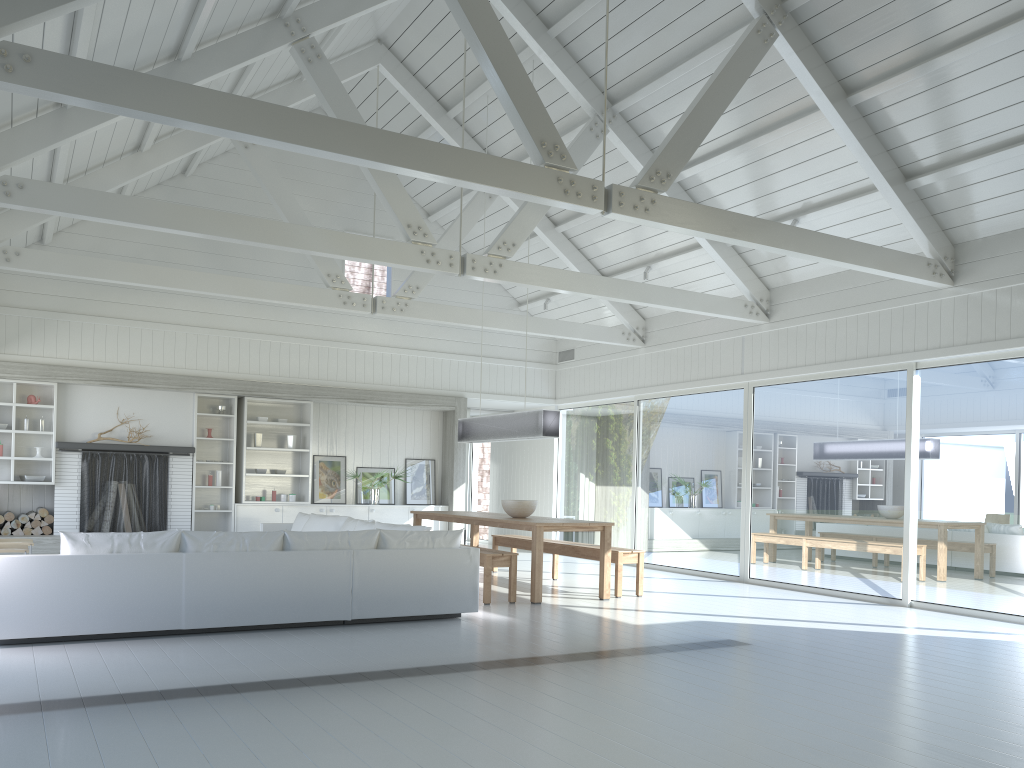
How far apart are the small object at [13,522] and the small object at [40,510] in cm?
26

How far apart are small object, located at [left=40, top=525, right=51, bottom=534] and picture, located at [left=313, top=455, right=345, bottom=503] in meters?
3.4

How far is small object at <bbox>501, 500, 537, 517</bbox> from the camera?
9.1 meters

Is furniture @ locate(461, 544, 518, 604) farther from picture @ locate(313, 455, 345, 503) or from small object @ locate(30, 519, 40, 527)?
small object @ locate(30, 519, 40, 527)

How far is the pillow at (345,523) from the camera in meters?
9.2

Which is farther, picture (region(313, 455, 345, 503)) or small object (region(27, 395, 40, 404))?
picture (region(313, 455, 345, 503))

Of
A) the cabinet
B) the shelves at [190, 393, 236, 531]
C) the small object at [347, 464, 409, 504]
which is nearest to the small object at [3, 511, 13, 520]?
the shelves at [190, 393, 236, 531]

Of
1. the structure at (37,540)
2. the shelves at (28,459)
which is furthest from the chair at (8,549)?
the shelves at (28,459)

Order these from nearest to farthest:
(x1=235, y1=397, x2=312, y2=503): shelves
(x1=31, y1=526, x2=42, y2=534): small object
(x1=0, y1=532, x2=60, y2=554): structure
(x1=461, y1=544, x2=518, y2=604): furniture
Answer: (x1=461, y1=544, x2=518, y2=604): furniture < (x1=0, y1=532, x2=60, y2=554): structure < (x1=31, y1=526, x2=42, y2=534): small object < (x1=235, y1=397, x2=312, y2=503): shelves

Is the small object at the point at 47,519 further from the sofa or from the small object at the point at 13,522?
the sofa
